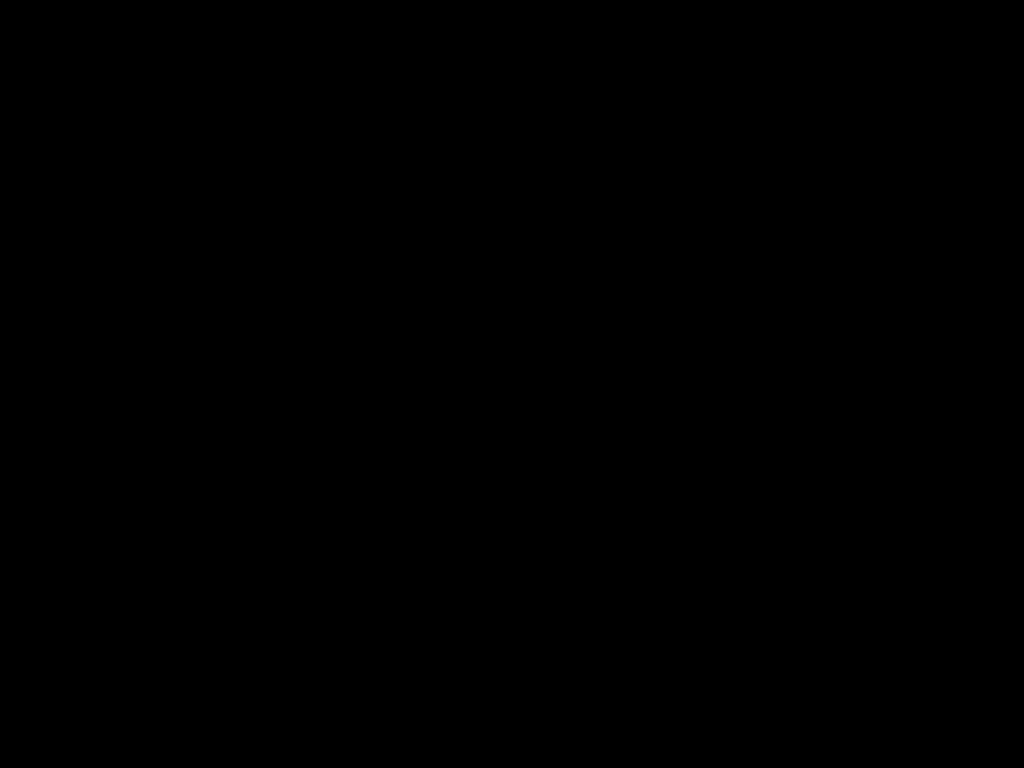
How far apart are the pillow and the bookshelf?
0.0 meters

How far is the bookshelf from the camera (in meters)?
1.73

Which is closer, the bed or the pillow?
the bed

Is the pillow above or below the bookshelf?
above

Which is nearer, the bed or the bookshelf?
the bed

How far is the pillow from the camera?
1.82m

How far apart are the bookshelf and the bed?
0.0m

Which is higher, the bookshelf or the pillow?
the pillow

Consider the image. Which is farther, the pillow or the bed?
the pillow

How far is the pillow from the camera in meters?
1.8 m
